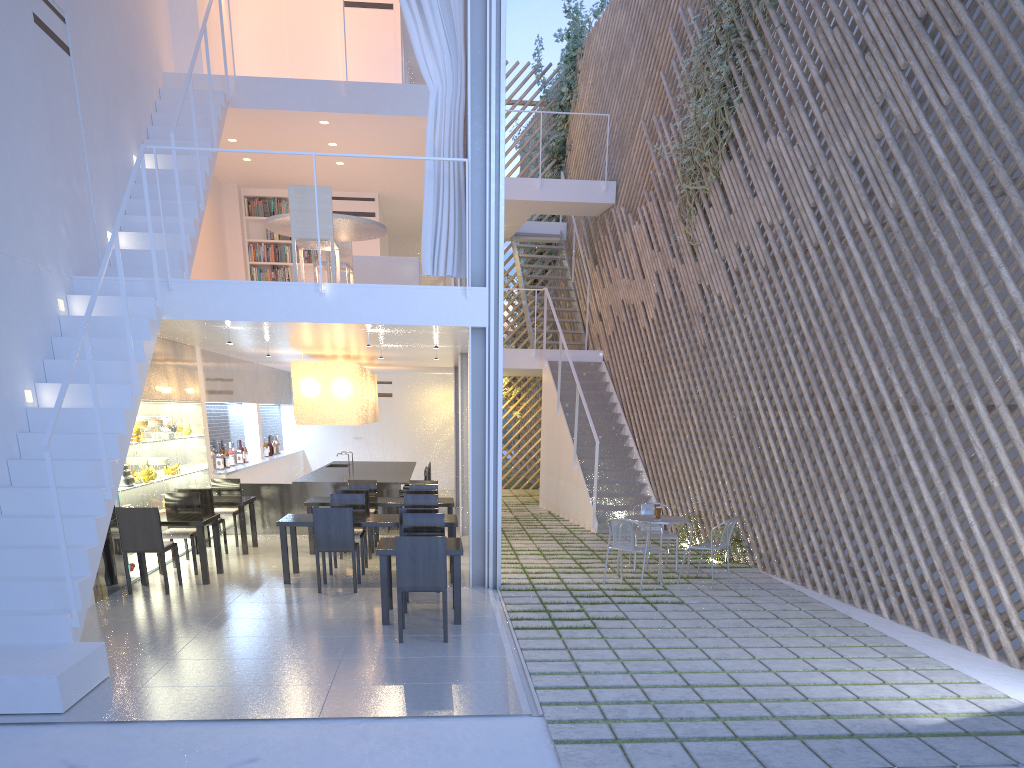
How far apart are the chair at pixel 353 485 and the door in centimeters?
405cm

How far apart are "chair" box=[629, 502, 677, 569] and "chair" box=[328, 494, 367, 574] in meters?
1.6

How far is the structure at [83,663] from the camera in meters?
2.5 m

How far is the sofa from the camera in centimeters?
567cm

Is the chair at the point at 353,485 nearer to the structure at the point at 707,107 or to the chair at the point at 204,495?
the chair at the point at 204,495

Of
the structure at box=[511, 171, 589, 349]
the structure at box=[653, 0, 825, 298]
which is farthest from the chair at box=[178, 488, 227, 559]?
the structure at box=[511, 171, 589, 349]

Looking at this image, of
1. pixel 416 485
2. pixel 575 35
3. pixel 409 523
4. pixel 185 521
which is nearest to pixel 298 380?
pixel 416 485

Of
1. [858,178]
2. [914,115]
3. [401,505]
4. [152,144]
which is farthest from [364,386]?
[914,115]

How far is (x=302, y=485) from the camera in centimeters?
600cm

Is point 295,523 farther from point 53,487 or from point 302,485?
point 302,485
